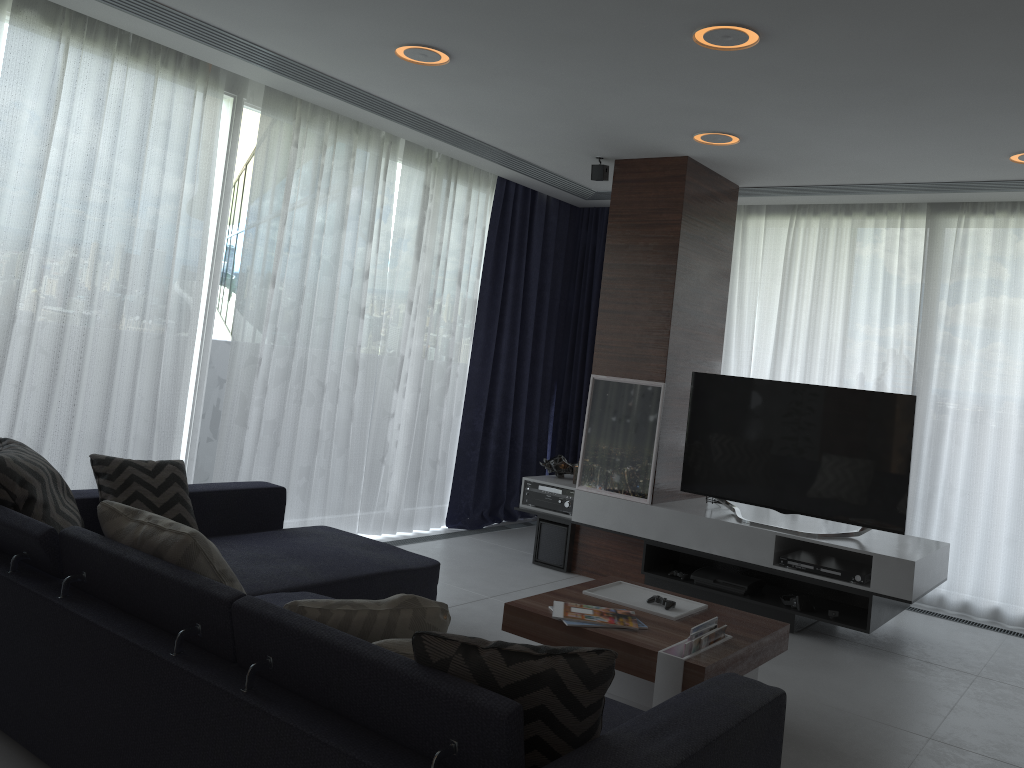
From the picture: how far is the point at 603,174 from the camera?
5.4 meters

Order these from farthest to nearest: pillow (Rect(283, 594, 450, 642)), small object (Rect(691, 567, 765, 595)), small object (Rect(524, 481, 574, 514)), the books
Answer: small object (Rect(524, 481, 574, 514)) < small object (Rect(691, 567, 765, 595)) < the books < pillow (Rect(283, 594, 450, 642))

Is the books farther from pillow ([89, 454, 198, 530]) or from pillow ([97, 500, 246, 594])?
pillow ([89, 454, 198, 530])

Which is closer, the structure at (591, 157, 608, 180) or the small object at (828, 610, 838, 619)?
the small object at (828, 610, 838, 619)

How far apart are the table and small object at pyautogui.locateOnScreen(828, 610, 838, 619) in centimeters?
118cm

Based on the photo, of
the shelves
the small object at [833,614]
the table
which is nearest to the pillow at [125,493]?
the table

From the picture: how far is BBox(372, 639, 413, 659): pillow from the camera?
2.0 meters

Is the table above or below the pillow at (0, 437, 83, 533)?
below

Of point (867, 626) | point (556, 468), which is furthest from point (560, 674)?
point (556, 468)

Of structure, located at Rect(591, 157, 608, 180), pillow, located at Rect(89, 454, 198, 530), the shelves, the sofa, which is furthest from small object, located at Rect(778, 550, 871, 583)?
pillow, located at Rect(89, 454, 198, 530)
